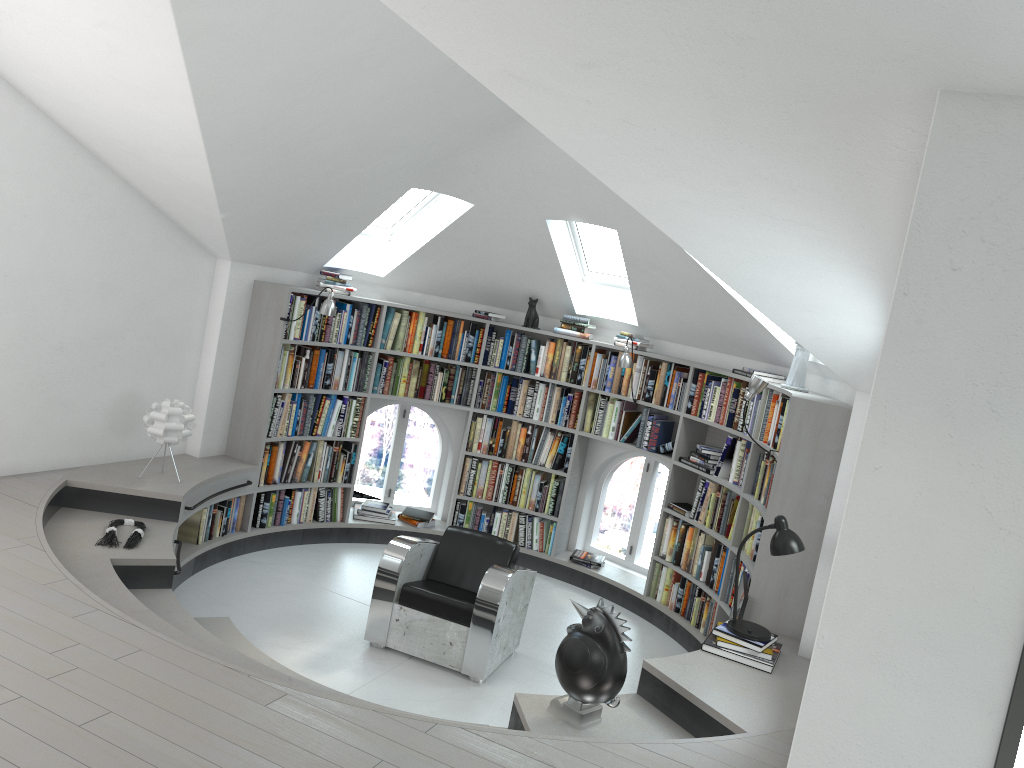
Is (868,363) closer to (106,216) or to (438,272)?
(438,272)

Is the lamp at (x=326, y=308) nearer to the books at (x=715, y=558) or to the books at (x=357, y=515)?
the books at (x=357, y=515)

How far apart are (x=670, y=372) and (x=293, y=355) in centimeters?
295cm

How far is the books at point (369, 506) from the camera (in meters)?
7.71

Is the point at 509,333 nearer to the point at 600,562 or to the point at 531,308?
the point at 531,308

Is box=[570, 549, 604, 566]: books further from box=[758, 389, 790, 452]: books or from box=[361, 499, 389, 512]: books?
box=[758, 389, 790, 452]: books

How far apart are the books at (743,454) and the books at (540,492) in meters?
1.5

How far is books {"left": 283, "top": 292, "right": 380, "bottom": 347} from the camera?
6.7 meters

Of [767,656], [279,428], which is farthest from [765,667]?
[279,428]

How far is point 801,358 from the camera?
5.8m
